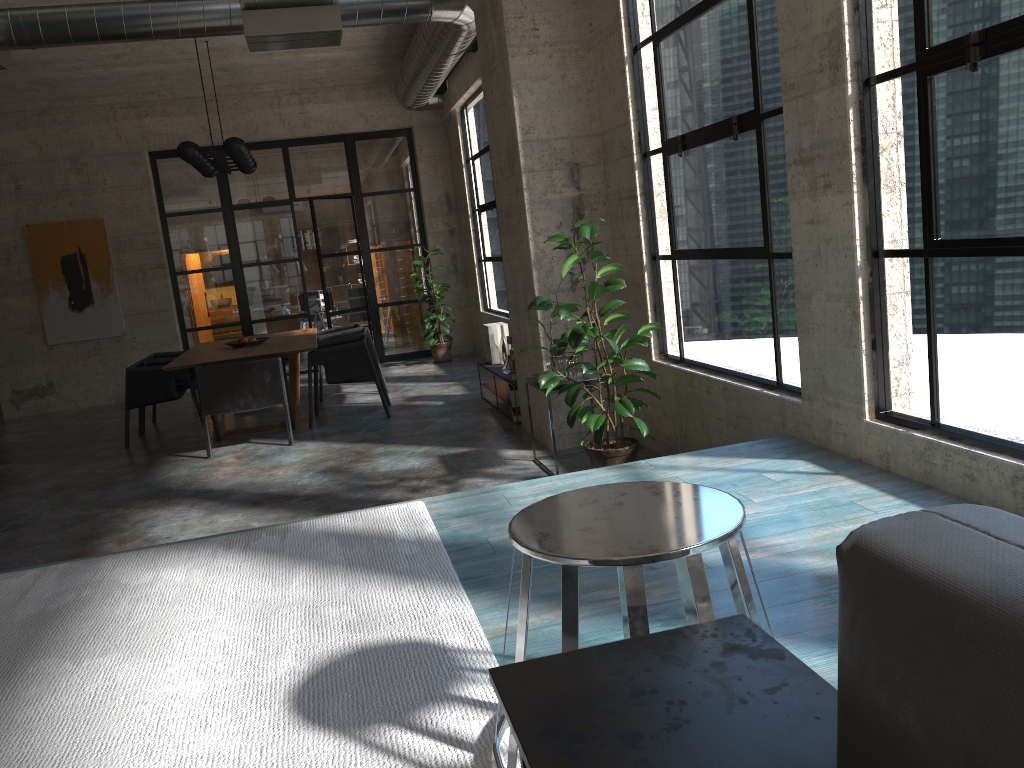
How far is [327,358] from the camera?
7.99m

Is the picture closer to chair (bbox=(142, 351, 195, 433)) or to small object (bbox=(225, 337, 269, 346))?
chair (bbox=(142, 351, 195, 433))

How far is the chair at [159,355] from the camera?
9.4m

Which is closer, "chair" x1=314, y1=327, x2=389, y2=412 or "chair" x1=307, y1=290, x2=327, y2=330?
"chair" x1=314, y1=327, x2=389, y2=412

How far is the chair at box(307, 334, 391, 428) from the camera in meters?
8.0

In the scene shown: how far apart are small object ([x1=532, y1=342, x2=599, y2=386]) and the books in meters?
2.7 m

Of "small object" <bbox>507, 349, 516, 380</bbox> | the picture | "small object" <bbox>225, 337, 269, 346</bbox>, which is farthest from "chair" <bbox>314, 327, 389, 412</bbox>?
the picture

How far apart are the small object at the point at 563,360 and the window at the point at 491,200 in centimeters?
461cm

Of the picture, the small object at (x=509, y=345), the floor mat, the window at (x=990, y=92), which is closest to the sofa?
the floor mat

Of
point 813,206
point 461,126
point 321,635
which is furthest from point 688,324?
point 461,126
